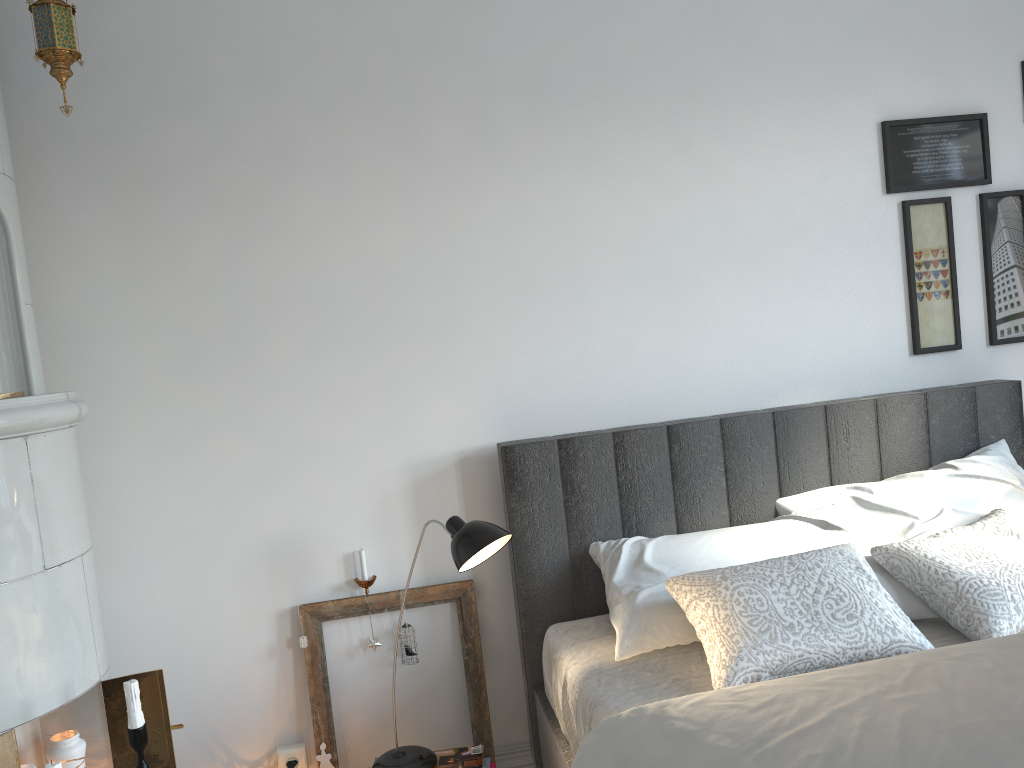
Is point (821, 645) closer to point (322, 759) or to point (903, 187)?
point (322, 759)

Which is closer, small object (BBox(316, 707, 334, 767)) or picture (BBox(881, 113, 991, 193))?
small object (BBox(316, 707, 334, 767))

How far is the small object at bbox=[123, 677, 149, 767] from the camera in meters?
1.9 m

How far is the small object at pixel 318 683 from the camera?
2.63m

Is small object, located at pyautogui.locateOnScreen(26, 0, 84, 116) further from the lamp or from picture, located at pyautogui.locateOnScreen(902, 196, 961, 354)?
picture, located at pyautogui.locateOnScreen(902, 196, 961, 354)

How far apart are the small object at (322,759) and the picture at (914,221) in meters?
2.3

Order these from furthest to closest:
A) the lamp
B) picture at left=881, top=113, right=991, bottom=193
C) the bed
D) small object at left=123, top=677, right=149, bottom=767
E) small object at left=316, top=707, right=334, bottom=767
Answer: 1. picture at left=881, top=113, right=991, bottom=193
2. small object at left=316, top=707, right=334, bottom=767
3. the lamp
4. small object at left=123, top=677, right=149, bottom=767
5. the bed

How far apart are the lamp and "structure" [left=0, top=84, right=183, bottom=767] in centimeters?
48cm

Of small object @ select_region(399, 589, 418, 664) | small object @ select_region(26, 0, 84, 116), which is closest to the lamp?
small object @ select_region(399, 589, 418, 664)

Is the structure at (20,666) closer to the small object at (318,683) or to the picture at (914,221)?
the small object at (318,683)
